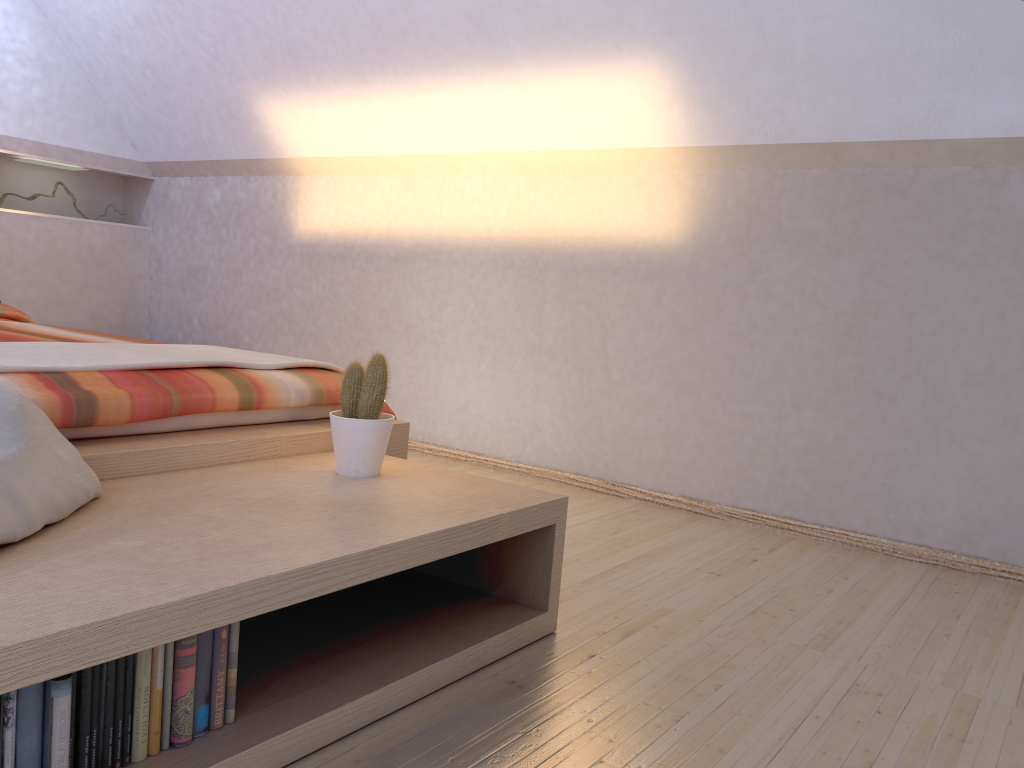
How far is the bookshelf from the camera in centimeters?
111cm

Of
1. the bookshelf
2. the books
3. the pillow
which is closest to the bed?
the bookshelf

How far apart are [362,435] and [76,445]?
0.6m

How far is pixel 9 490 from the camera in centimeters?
130cm

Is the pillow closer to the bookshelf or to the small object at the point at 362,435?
the bookshelf

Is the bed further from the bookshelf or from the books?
the books

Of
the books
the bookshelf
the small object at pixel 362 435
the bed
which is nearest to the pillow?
the bookshelf

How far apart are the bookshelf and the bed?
0.03m

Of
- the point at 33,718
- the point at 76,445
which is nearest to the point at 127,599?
the point at 33,718

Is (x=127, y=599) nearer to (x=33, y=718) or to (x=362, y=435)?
(x=33, y=718)
